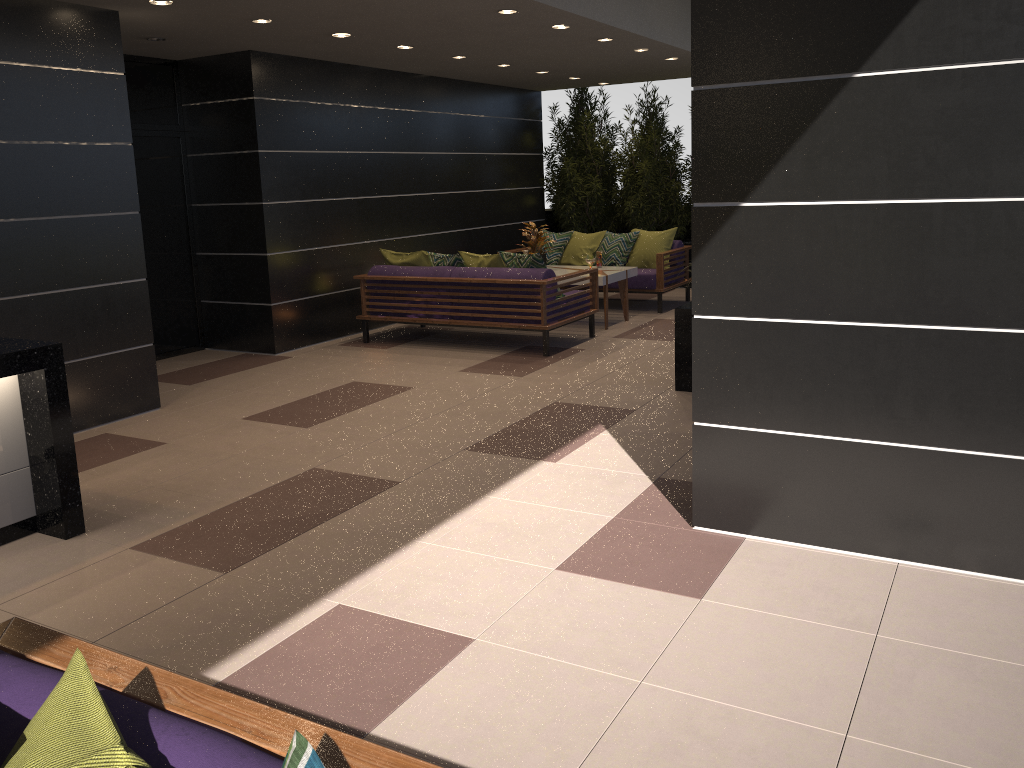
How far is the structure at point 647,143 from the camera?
11.8m

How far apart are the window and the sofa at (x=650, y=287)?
4.2m

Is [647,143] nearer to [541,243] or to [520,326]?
[541,243]

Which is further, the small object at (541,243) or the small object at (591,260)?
the small object at (541,243)

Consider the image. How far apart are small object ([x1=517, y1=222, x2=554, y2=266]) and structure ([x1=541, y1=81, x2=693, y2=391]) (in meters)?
2.60

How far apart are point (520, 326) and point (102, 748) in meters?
6.7

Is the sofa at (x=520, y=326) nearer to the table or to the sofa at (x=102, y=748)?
the table

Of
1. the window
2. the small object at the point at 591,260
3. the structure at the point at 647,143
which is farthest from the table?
the window

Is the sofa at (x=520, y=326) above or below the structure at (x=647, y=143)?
below

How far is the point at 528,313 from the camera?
7.8m
